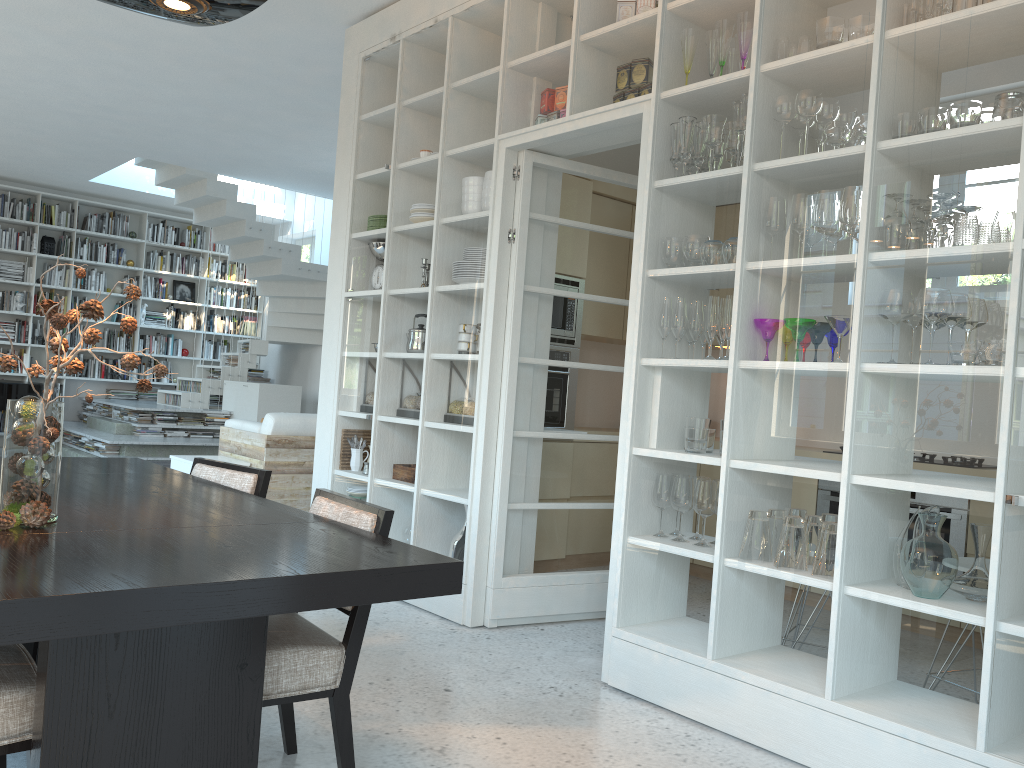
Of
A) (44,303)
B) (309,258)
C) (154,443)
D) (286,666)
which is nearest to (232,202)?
(309,258)

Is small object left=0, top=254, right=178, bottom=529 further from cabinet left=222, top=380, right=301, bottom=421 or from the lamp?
cabinet left=222, top=380, right=301, bottom=421

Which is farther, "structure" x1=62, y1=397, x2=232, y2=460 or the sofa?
"structure" x1=62, y1=397, x2=232, y2=460

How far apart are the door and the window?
8.5m

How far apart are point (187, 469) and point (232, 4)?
4.31m

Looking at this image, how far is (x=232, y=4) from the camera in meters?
2.3

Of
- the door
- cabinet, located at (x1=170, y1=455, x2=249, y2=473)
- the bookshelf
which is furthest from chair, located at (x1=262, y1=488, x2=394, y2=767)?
the bookshelf

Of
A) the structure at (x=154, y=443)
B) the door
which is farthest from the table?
the structure at (x=154, y=443)

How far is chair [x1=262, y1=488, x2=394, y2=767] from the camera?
2.1m

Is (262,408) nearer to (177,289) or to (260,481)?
(177,289)
